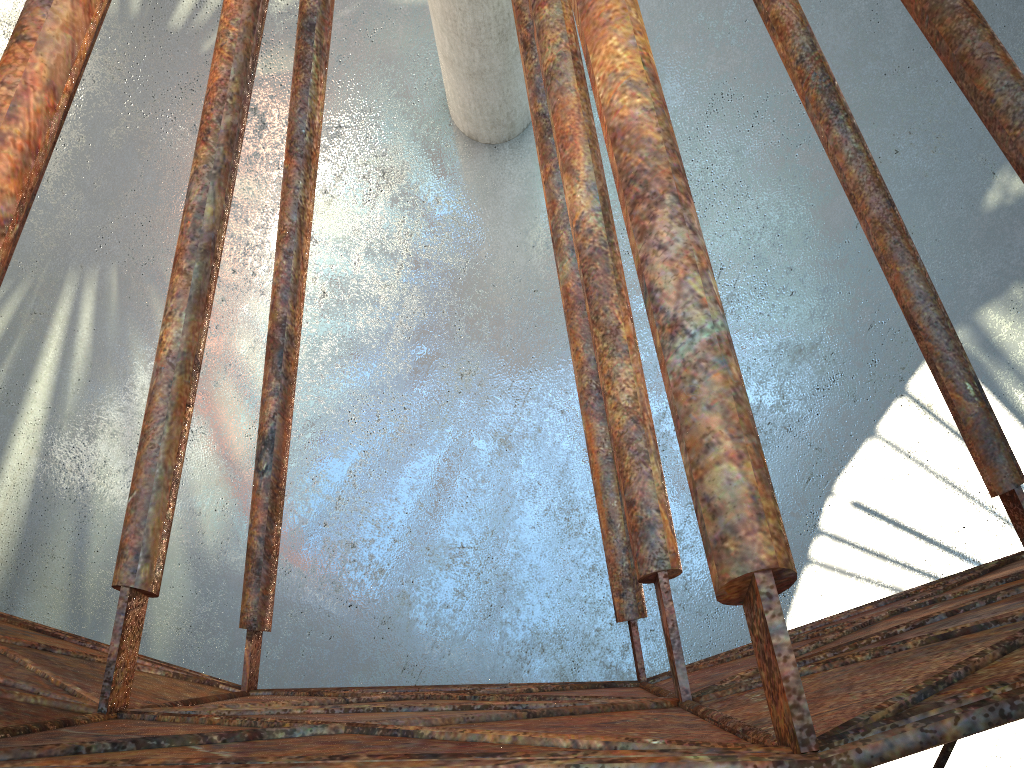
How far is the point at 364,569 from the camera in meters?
18.7

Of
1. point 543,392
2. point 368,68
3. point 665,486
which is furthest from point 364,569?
point 665,486

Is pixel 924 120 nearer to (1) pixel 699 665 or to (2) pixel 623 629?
(2) pixel 623 629
